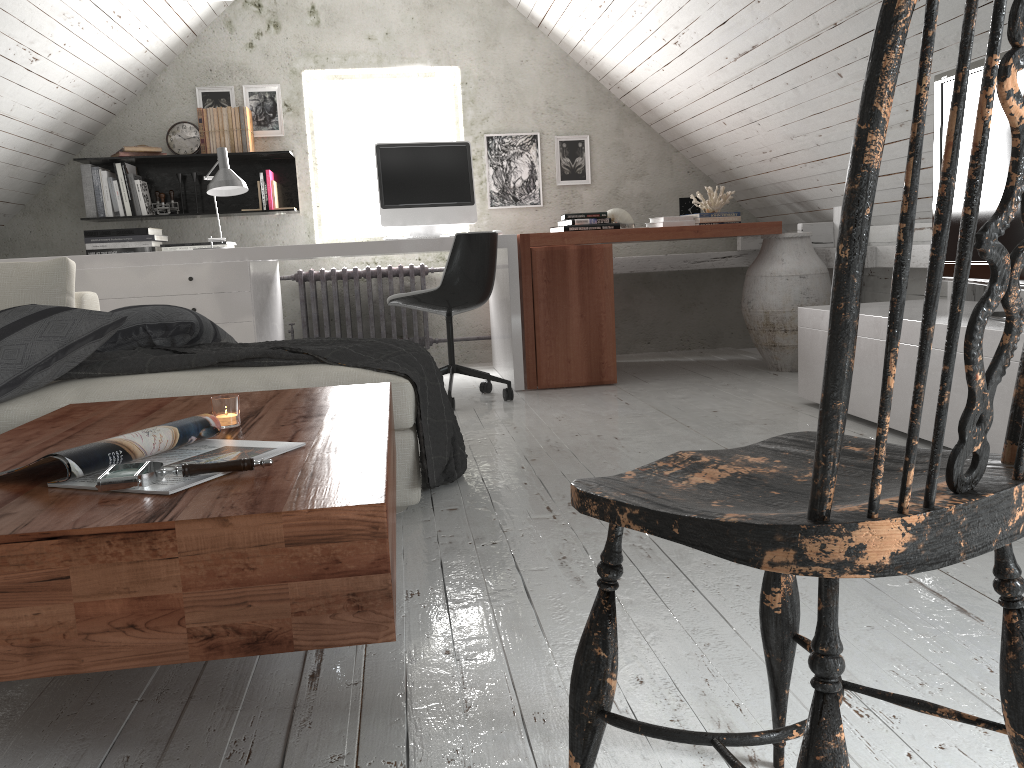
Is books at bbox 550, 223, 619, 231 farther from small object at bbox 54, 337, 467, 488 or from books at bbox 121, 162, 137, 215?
books at bbox 121, 162, 137, 215

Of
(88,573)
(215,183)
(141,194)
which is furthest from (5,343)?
(141,194)

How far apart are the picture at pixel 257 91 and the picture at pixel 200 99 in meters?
0.1

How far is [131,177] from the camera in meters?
4.9 m

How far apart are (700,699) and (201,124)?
4.54m

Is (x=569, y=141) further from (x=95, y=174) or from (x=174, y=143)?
(x=95, y=174)

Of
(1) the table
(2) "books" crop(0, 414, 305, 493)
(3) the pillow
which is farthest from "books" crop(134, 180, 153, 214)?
(2) "books" crop(0, 414, 305, 493)

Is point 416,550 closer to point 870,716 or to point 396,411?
point 396,411

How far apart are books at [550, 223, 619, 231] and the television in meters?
1.9

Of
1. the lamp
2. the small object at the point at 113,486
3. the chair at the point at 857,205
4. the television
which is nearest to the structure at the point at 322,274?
the lamp
